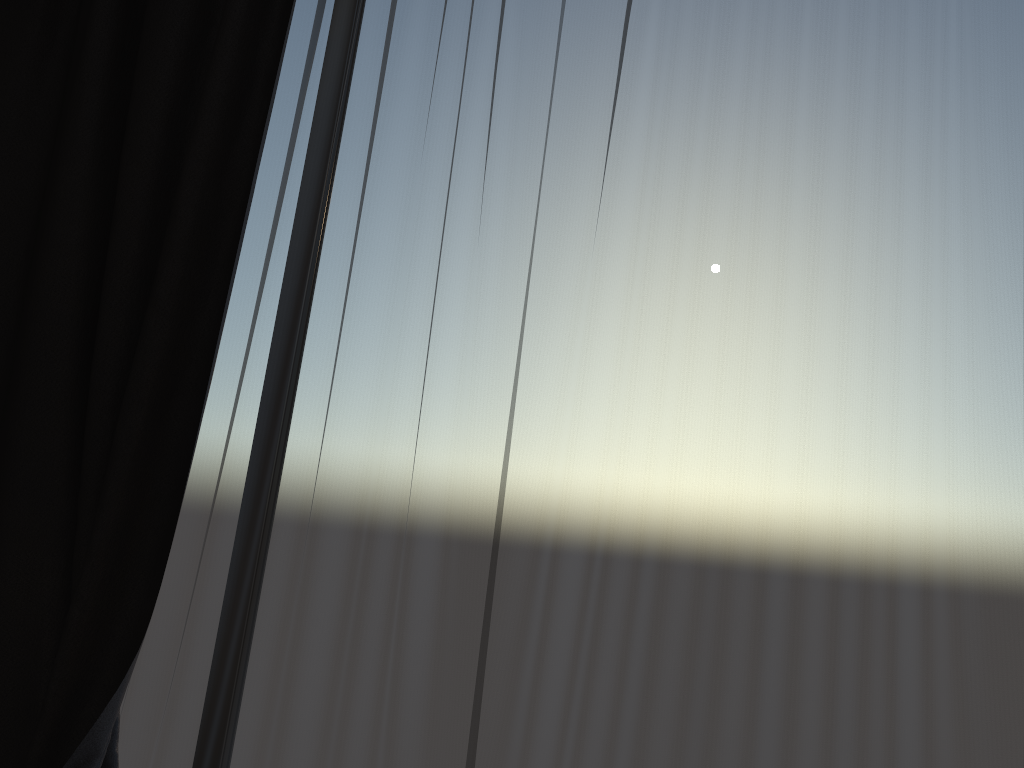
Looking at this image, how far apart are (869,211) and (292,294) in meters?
1.4 m

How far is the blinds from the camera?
1.7m

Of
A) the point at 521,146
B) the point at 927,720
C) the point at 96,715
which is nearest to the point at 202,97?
the point at 521,146

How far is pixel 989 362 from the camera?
1.7m

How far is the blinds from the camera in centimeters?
175cm

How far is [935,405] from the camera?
1.7m
